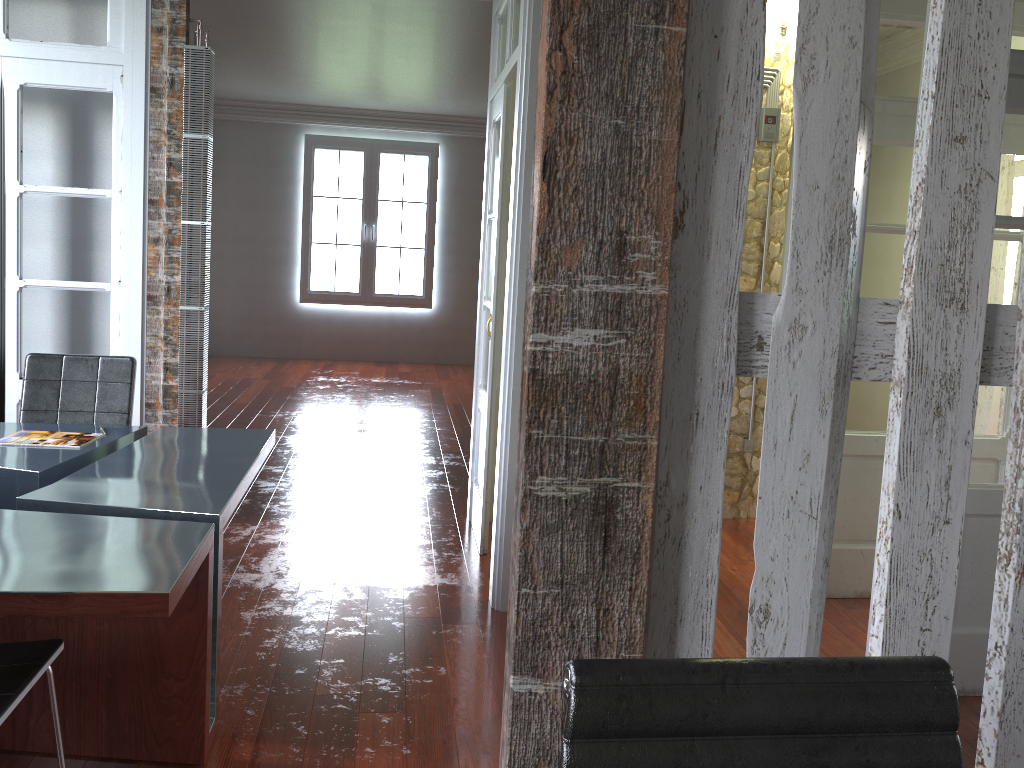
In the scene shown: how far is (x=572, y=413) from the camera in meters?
1.2 m

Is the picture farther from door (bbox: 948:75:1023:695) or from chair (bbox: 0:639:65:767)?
chair (bbox: 0:639:65:767)

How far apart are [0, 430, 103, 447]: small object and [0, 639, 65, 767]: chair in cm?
121

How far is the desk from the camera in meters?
2.0

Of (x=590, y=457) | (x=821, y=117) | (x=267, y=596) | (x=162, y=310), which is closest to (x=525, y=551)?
(x=590, y=457)

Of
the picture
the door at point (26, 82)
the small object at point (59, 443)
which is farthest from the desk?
the picture

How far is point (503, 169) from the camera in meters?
4.0

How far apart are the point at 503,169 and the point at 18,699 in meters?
2.8 m

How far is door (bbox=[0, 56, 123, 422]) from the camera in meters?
3.9 m

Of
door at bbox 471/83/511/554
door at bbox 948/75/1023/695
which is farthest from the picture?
door at bbox 948/75/1023/695
